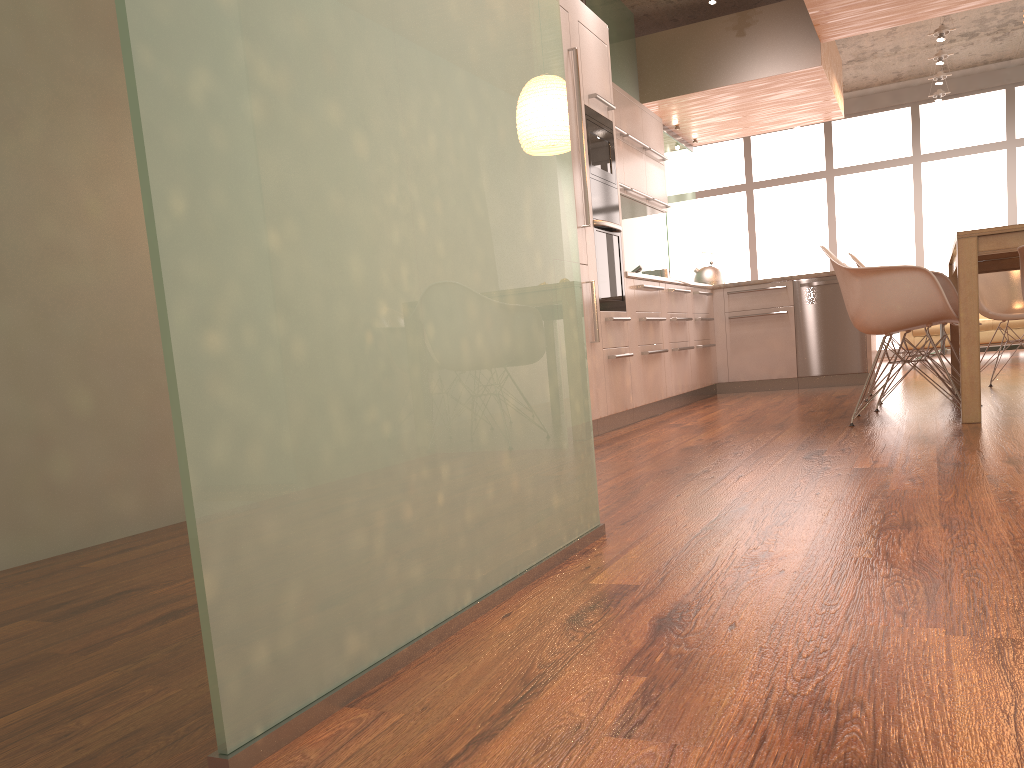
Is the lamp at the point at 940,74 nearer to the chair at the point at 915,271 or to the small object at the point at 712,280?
the small object at the point at 712,280

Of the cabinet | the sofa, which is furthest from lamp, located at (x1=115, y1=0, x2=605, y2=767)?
the sofa

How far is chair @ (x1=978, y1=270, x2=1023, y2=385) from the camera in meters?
5.7

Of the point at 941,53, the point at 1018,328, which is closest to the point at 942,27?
the point at 941,53

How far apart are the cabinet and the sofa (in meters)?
2.58

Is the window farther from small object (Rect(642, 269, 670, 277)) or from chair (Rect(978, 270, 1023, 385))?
chair (Rect(978, 270, 1023, 385))

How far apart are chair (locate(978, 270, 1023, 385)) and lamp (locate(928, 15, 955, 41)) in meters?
3.2 m

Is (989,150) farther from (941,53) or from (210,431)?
(210,431)

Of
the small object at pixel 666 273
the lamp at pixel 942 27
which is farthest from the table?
the lamp at pixel 942 27

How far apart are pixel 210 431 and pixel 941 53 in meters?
9.7 m
